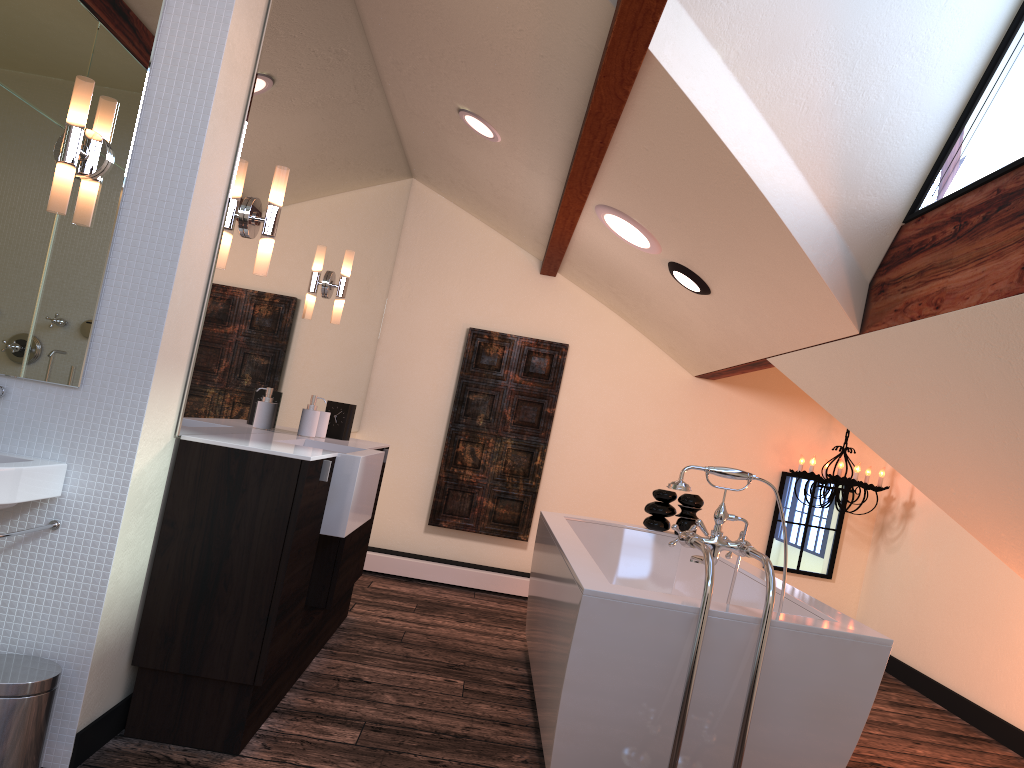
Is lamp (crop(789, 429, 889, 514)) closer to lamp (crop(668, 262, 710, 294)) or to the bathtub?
the bathtub

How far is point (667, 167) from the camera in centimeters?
A: 304cm

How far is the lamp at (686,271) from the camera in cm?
389

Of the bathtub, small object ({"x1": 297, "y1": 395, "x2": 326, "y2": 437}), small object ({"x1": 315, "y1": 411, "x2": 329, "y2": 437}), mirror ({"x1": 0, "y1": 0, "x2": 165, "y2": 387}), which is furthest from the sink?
small object ({"x1": 315, "y1": 411, "x2": 329, "y2": 437})

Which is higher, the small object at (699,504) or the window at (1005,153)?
the window at (1005,153)

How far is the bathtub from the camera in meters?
2.2

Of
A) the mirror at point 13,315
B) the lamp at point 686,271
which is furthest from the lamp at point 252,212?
the lamp at point 686,271

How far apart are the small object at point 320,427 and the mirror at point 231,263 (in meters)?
0.12

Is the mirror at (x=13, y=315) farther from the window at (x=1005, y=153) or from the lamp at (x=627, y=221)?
the window at (x=1005, y=153)

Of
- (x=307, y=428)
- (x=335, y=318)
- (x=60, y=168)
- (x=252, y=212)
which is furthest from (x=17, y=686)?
(x=335, y=318)
